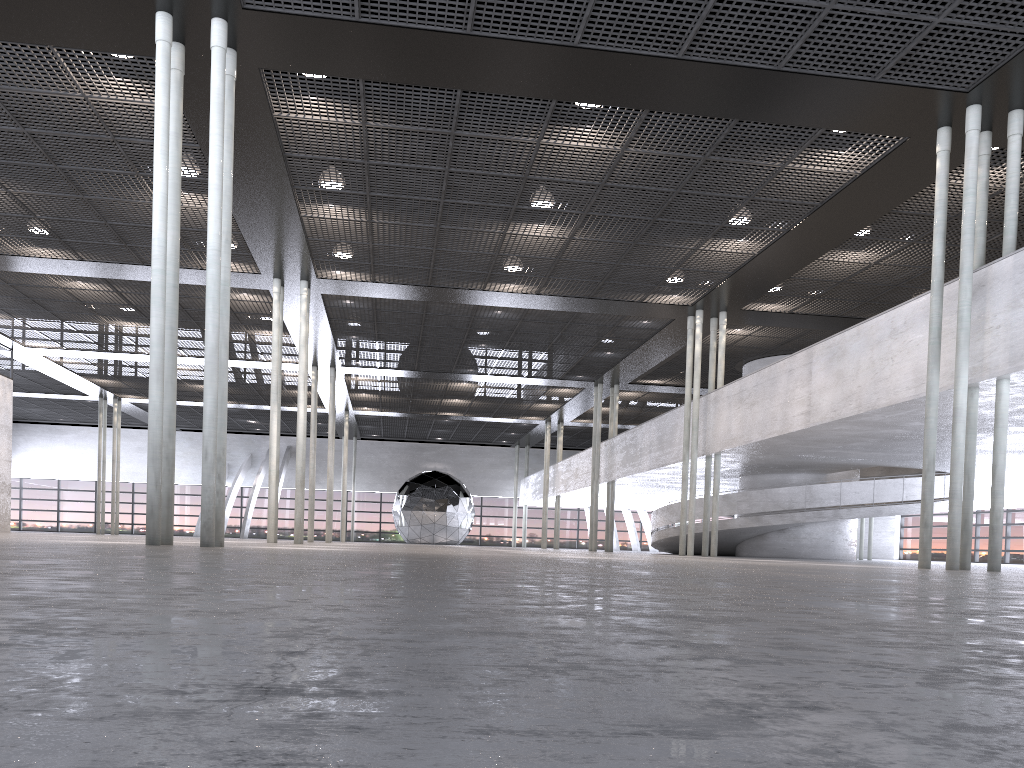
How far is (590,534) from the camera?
31.0m

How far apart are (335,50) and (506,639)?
11.3m
